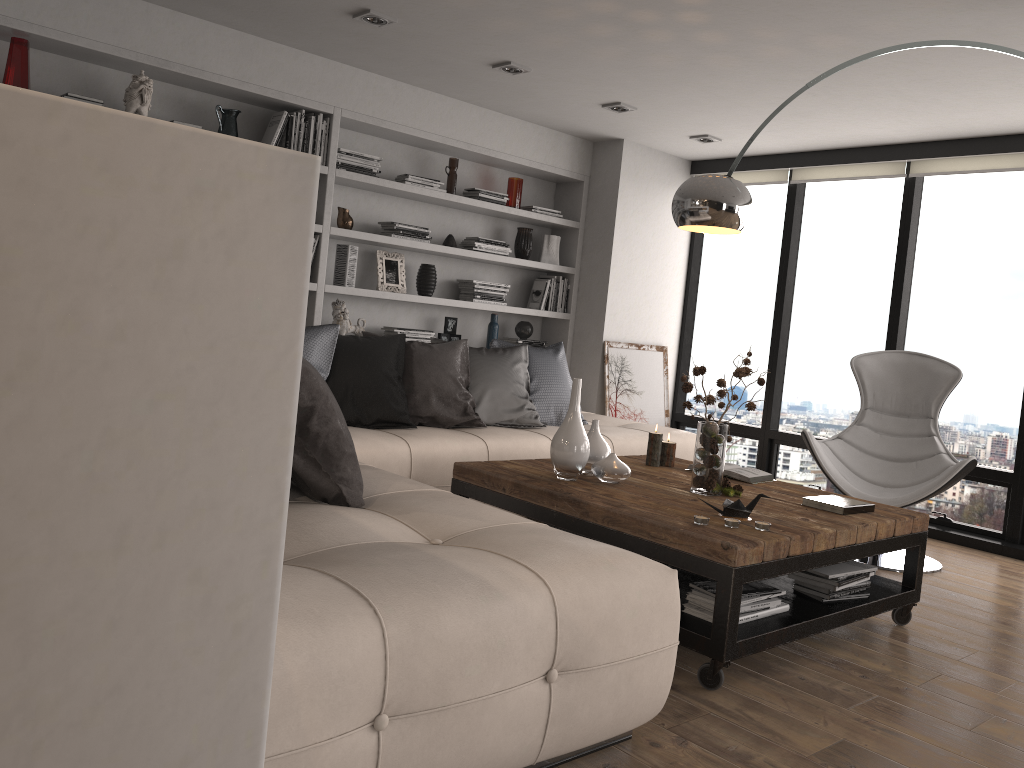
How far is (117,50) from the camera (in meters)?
4.28

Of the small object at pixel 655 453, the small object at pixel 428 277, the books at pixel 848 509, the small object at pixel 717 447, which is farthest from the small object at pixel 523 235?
the books at pixel 848 509

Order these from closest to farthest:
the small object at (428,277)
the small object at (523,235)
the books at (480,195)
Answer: the small object at (428,277), the books at (480,195), the small object at (523,235)

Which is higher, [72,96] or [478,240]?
[72,96]

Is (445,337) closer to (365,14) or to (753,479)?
(365,14)

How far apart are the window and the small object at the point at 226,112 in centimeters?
365cm

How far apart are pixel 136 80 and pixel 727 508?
3.5m

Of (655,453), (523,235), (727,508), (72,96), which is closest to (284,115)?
(72,96)

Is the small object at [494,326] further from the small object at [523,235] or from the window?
the window

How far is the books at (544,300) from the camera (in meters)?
6.44
